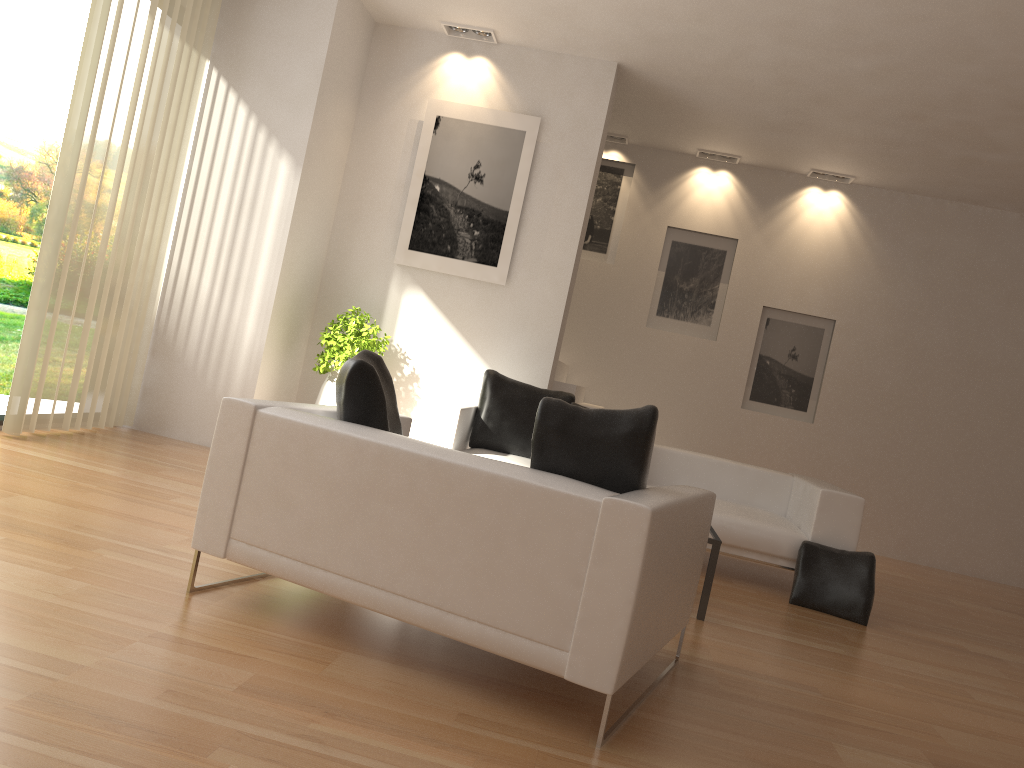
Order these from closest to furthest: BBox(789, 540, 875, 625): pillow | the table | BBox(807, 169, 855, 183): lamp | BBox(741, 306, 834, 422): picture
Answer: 1. the table
2. BBox(789, 540, 875, 625): pillow
3. BBox(807, 169, 855, 183): lamp
4. BBox(741, 306, 834, 422): picture

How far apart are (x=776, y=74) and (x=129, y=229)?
4.99m

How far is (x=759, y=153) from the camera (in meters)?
9.00

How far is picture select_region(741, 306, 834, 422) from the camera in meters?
9.4 m

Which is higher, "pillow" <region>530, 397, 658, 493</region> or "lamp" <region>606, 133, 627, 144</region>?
"lamp" <region>606, 133, 627, 144</region>

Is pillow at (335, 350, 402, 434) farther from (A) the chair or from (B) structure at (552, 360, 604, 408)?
(B) structure at (552, 360, 604, 408)

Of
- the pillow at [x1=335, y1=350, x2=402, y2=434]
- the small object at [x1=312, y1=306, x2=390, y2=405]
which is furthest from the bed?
the pillow at [x1=335, y1=350, x2=402, y2=434]

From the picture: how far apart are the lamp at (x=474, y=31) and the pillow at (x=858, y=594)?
4.68m

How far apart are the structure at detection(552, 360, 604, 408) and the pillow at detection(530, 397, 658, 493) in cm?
470

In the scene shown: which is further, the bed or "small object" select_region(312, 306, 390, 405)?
"small object" select_region(312, 306, 390, 405)
